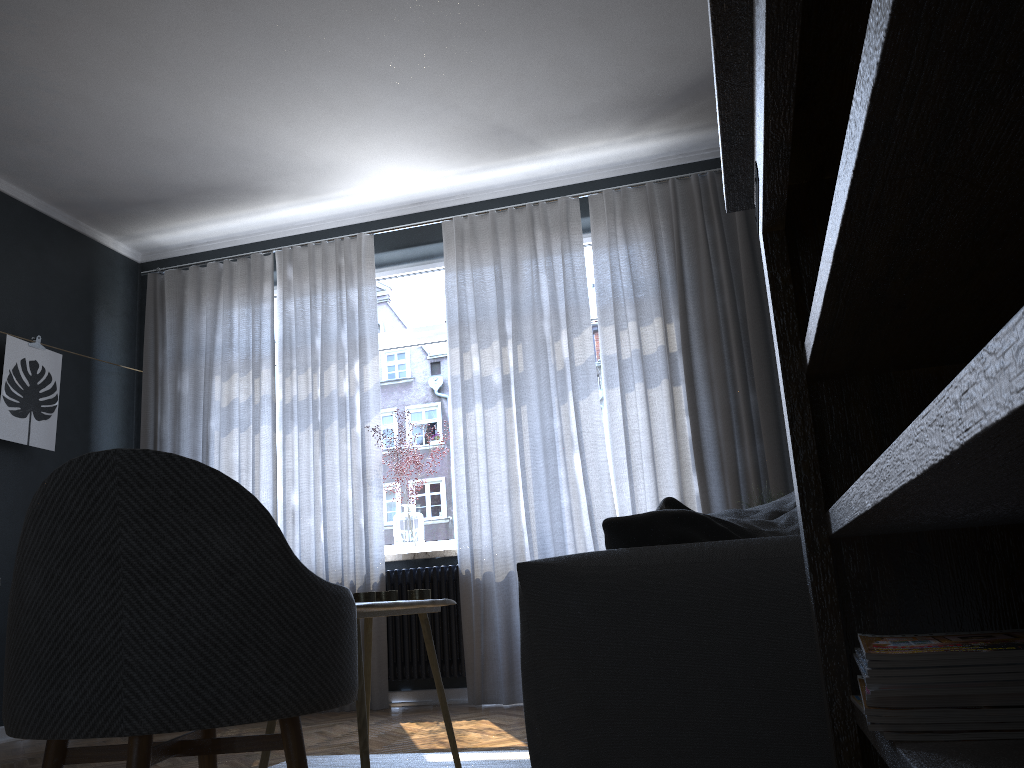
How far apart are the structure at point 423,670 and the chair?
3.1m

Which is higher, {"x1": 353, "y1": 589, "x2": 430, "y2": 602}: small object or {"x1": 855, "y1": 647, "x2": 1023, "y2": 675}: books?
{"x1": 353, "y1": 589, "x2": 430, "y2": 602}: small object

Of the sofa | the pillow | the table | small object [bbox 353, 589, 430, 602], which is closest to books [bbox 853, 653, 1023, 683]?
the sofa

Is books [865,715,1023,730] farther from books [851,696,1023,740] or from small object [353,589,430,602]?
small object [353,589,430,602]

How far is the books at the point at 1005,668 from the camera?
0.8 meters

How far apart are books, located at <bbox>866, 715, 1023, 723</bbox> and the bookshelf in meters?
0.0

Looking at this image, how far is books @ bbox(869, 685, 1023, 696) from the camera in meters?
0.8 m

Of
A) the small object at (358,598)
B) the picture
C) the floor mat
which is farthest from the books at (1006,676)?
the picture

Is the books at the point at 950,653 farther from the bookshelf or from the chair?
the chair

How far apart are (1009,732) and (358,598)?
1.9 meters
